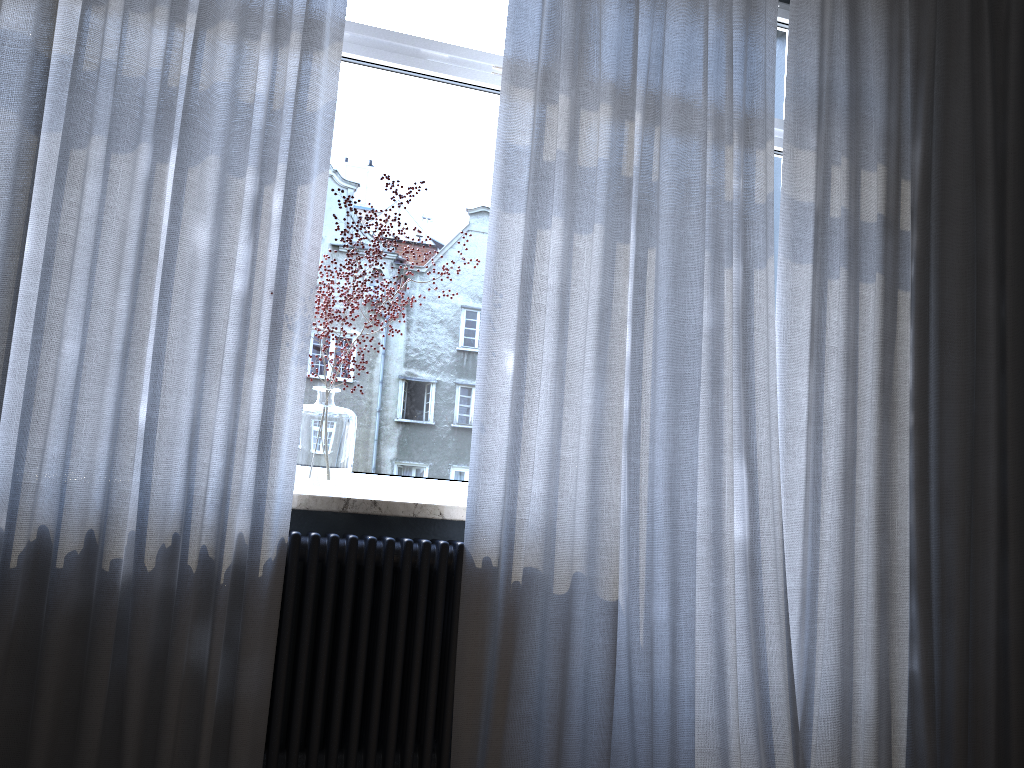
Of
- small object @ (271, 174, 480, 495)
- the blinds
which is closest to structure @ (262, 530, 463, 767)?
the blinds

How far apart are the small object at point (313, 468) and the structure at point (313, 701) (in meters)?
0.14

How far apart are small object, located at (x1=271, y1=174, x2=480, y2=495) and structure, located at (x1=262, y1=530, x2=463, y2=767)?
0.1m

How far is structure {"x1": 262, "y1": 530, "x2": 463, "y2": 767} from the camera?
2.1 meters

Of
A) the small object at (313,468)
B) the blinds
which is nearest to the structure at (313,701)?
the blinds

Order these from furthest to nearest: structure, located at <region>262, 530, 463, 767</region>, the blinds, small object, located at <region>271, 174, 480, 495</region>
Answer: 1. small object, located at <region>271, 174, 480, 495</region>
2. structure, located at <region>262, 530, 463, 767</region>
3. the blinds

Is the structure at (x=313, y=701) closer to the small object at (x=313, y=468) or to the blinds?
the blinds

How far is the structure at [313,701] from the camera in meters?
2.1 m

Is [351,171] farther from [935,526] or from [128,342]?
[935,526]

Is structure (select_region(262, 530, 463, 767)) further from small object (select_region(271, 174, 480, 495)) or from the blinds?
small object (select_region(271, 174, 480, 495))
